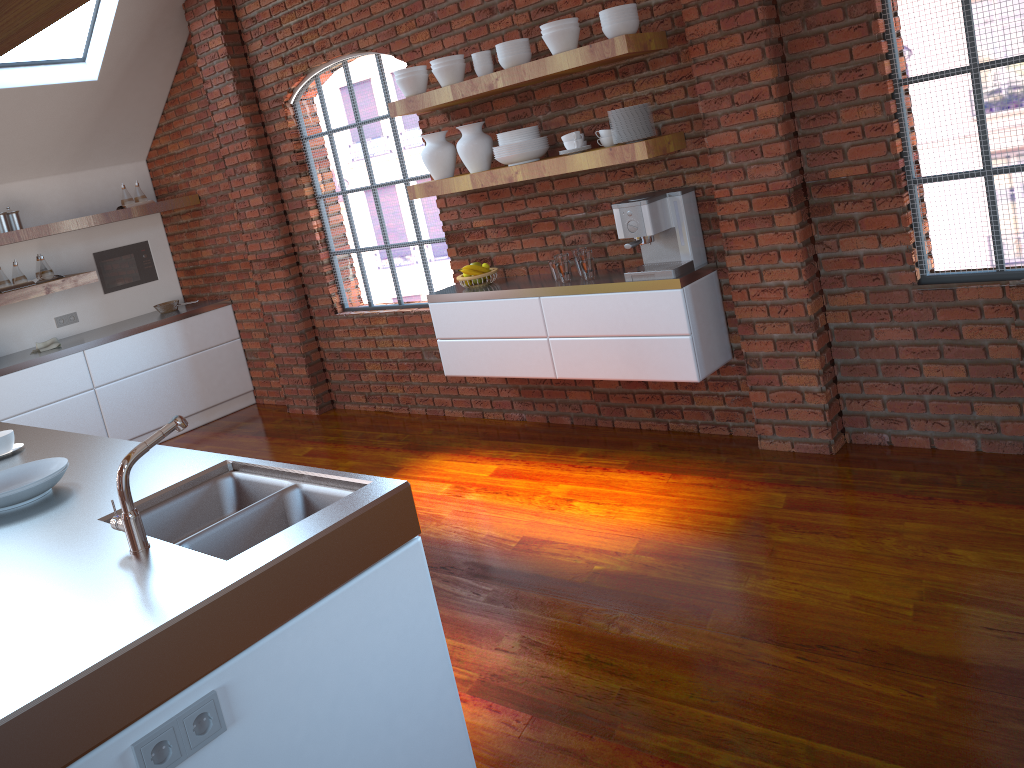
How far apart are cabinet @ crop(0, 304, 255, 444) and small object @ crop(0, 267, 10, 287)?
0.6 meters

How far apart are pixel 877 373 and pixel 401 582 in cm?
255

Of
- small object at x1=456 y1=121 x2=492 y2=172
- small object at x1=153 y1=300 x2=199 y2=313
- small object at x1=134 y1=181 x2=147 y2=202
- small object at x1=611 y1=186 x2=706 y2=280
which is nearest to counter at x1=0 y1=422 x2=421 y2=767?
small object at x1=611 y1=186 x2=706 y2=280

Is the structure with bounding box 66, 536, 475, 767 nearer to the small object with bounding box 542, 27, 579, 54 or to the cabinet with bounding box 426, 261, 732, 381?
the cabinet with bounding box 426, 261, 732, 381

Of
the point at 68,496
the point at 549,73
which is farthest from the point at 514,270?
the point at 68,496

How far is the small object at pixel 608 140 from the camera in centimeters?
397cm

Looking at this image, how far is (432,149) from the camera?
4.6m

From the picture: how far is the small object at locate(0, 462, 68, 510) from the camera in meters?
2.4

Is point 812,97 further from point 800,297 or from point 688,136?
point 800,297

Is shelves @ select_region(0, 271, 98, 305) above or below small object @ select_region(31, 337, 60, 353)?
above
